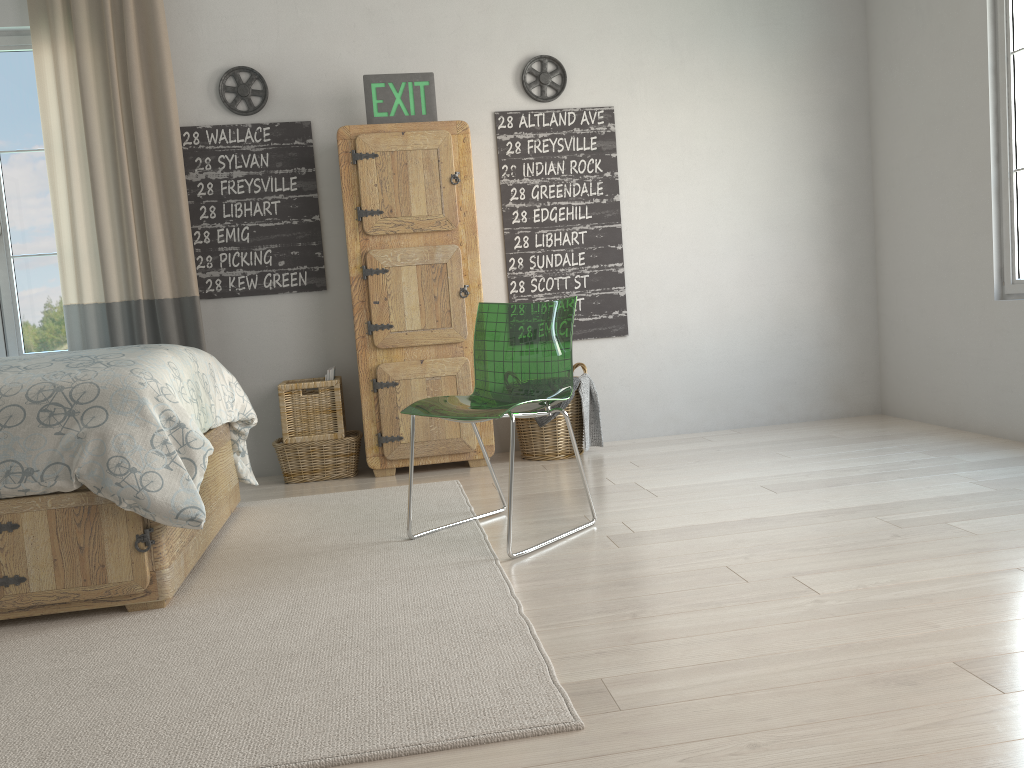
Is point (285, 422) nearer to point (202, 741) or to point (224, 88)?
point (224, 88)

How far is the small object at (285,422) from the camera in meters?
4.0 m

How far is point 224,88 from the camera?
4.1 meters

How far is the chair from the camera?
2.8 meters

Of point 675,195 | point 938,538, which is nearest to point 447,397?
point 938,538

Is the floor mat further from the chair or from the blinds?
the blinds

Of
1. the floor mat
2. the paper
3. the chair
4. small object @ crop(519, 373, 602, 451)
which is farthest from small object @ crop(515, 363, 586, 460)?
the chair

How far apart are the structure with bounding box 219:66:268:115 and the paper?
1.3m

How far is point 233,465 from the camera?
3.47m

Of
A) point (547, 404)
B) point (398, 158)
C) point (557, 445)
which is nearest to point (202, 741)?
point (547, 404)
